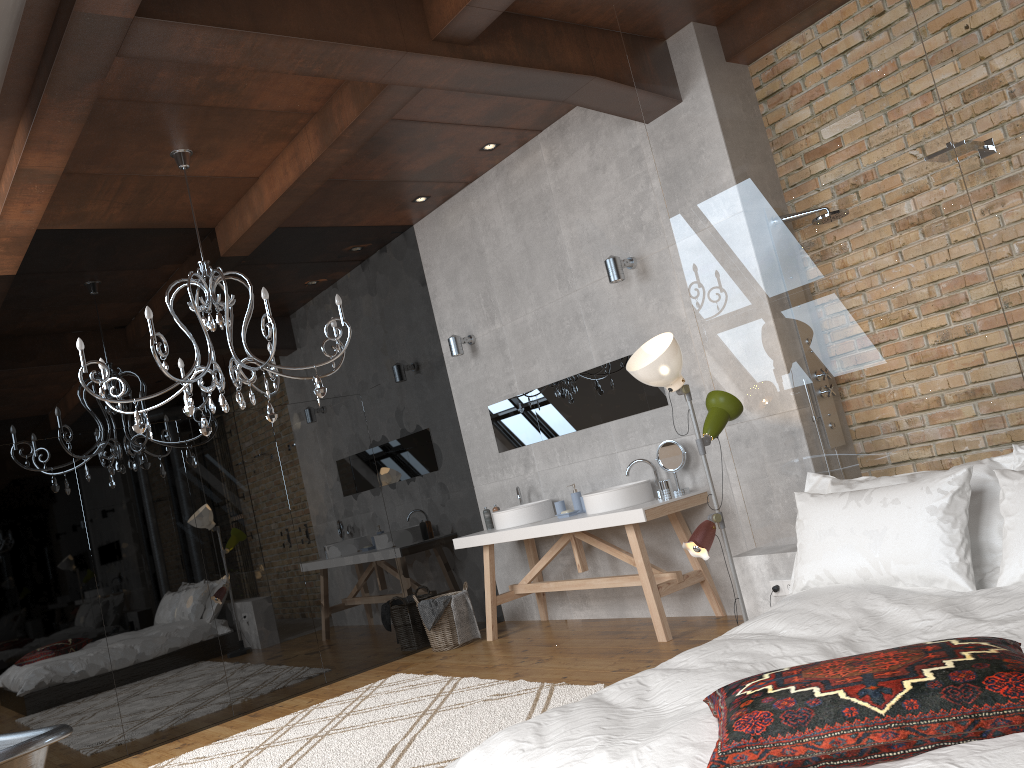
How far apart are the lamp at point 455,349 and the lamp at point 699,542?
2.91m

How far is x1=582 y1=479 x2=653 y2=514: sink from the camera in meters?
5.4 m

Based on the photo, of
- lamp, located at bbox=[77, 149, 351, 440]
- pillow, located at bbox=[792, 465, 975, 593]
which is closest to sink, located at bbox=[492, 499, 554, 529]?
lamp, located at bbox=[77, 149, 351, 440]

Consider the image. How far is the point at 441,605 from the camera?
6.4m

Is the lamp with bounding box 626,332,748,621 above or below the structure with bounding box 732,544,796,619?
above

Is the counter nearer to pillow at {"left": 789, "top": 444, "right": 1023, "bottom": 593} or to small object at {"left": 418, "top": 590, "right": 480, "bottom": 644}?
small object at {"left": 418, "top": 590, "right": 480, "bottom": 644}

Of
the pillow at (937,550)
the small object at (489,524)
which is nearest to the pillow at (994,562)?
the pillow at (937,550)

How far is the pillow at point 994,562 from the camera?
3.05m

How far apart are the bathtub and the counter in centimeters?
296cm

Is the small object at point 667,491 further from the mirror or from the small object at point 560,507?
the small object at point 560,507
